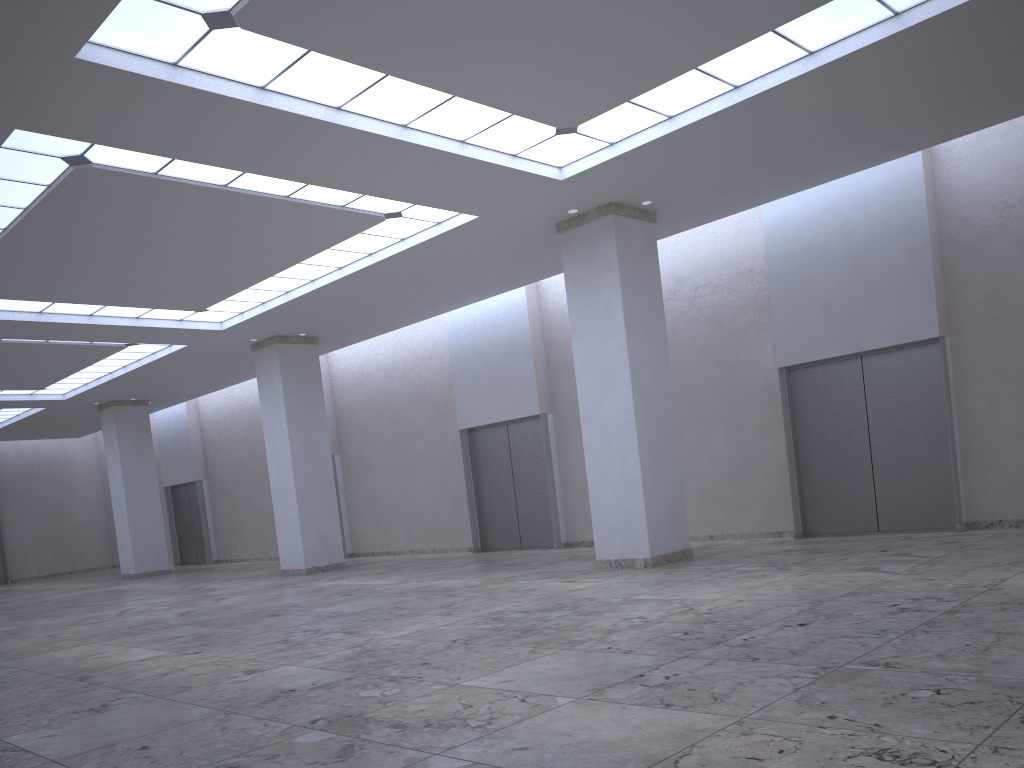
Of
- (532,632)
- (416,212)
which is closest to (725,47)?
(416,212)
